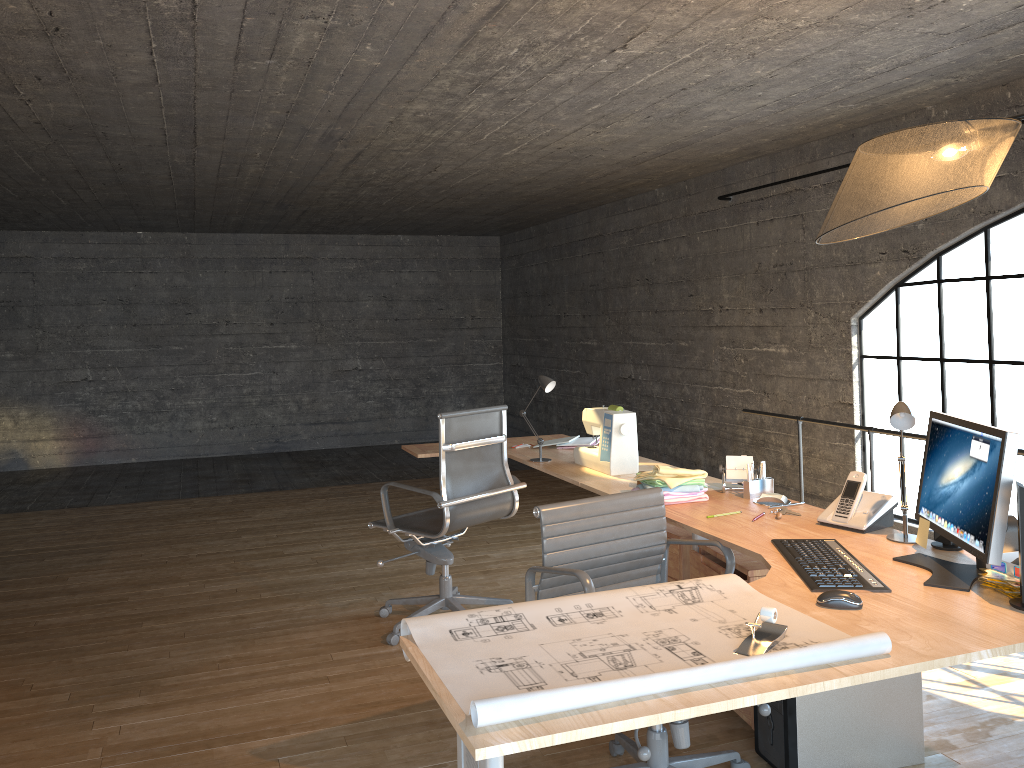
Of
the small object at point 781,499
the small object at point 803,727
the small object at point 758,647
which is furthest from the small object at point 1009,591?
the small object at point 781,499

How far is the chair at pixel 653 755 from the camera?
2.6 meters

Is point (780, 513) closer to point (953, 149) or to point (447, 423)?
point (953, 149)

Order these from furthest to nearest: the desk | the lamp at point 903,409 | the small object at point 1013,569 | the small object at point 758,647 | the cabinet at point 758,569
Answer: the cabinet at point 758,569
the lamp at point 903,409
the small object at point 1013,569
the small object at point 758,647
the desk

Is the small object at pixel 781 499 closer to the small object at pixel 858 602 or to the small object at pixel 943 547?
the small object at pixel 943 547

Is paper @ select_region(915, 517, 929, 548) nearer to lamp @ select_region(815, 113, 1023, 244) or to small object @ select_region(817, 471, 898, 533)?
small object @ select_region(817, 471, 898, 533)

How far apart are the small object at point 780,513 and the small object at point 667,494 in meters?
0.3 m

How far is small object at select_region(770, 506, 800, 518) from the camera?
2.98m

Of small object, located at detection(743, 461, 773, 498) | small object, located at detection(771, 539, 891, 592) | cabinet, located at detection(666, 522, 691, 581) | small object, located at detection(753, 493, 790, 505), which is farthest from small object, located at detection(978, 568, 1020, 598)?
cabinet, located at detection(666, 522, 691, 581)

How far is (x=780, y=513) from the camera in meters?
3.0 m
